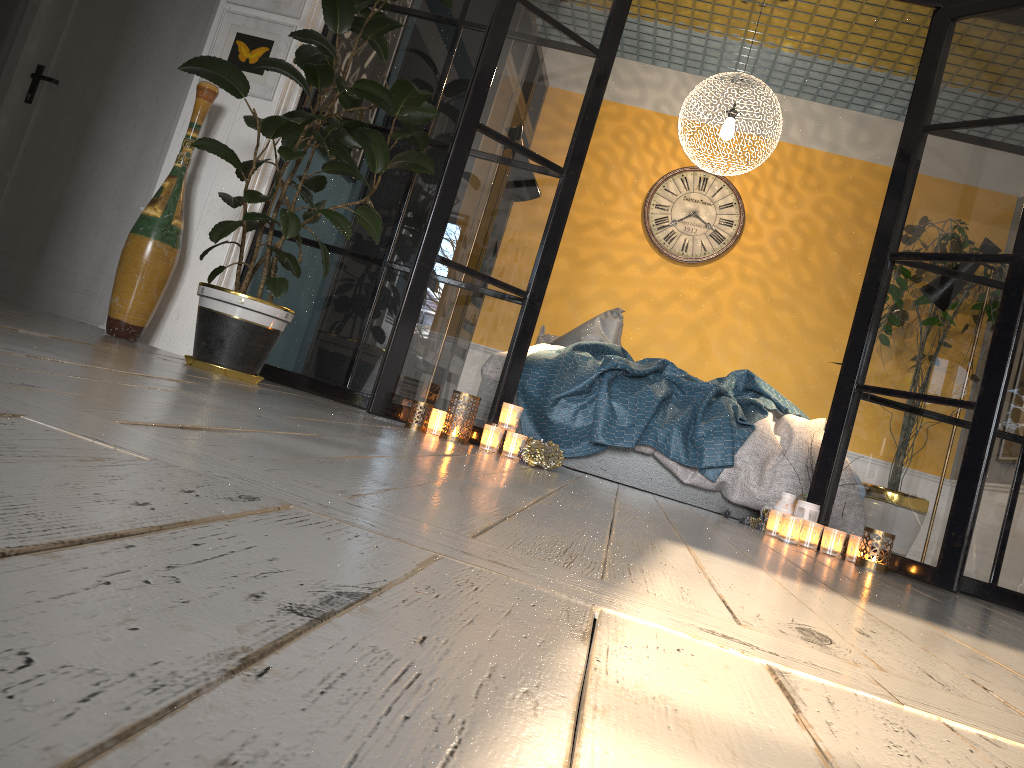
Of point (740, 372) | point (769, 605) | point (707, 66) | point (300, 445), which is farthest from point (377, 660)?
point (707, 66)

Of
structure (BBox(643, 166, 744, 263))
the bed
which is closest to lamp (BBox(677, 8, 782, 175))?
structure (BBox(643, 166, 744, 263))

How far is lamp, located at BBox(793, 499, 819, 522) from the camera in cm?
340

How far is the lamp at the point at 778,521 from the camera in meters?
3.4

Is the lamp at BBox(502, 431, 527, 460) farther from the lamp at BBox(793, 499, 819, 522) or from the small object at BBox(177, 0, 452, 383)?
the lamp at BBox(793, 499, 819, 522)

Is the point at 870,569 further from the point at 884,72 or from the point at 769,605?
the point at 884,72

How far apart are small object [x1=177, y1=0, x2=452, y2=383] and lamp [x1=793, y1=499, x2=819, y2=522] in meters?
1.9

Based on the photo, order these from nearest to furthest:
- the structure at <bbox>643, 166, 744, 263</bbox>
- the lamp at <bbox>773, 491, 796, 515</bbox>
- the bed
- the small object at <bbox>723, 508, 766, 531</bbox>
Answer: the lamp at <bbox>773, 491, 796, 515</bbox>, the small object at <bbox>723, 508, 766, 531</bbox>, the bed, the structure at <bbox>643, 166, 744, 263</bbox>

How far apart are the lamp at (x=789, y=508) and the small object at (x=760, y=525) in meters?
0.2 m

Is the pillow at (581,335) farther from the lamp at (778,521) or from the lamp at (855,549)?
the lamp at (855,549)
